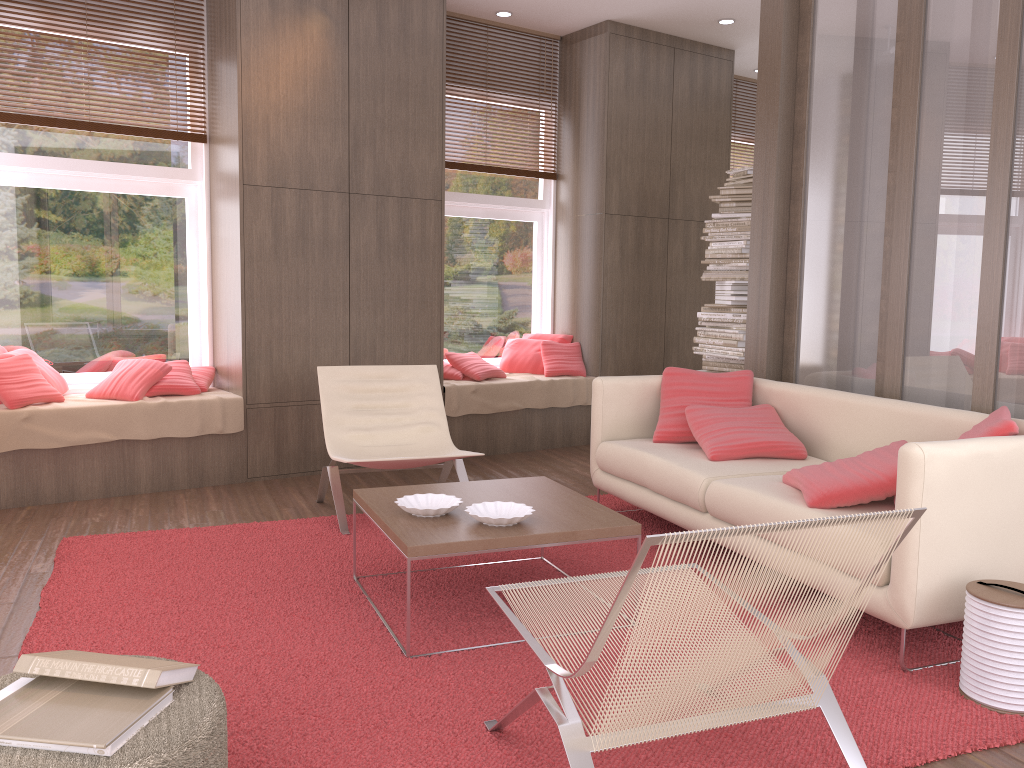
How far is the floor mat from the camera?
2.32m

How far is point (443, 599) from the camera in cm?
342

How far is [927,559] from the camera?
2.7m

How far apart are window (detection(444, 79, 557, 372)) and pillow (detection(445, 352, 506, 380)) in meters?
0.3 m

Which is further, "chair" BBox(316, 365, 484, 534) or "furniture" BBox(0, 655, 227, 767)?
"chair" BBox(316, 365, 484, 534)

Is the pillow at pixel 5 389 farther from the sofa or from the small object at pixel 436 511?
the sofa

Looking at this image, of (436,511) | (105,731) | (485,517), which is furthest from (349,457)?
(105,731)

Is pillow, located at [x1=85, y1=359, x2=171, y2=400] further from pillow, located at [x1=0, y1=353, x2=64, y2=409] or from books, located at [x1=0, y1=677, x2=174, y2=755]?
books, located at [x1=0, y1=677, x2=174, y2=755]

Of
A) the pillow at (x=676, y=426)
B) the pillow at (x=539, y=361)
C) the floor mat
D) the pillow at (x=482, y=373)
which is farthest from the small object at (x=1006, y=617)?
the pillow at (x=539, y=361)

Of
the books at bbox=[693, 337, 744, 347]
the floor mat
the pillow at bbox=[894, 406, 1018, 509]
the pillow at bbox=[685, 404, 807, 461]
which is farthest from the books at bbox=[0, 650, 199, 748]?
the books at bbox=[693, 337, 744, 347]
